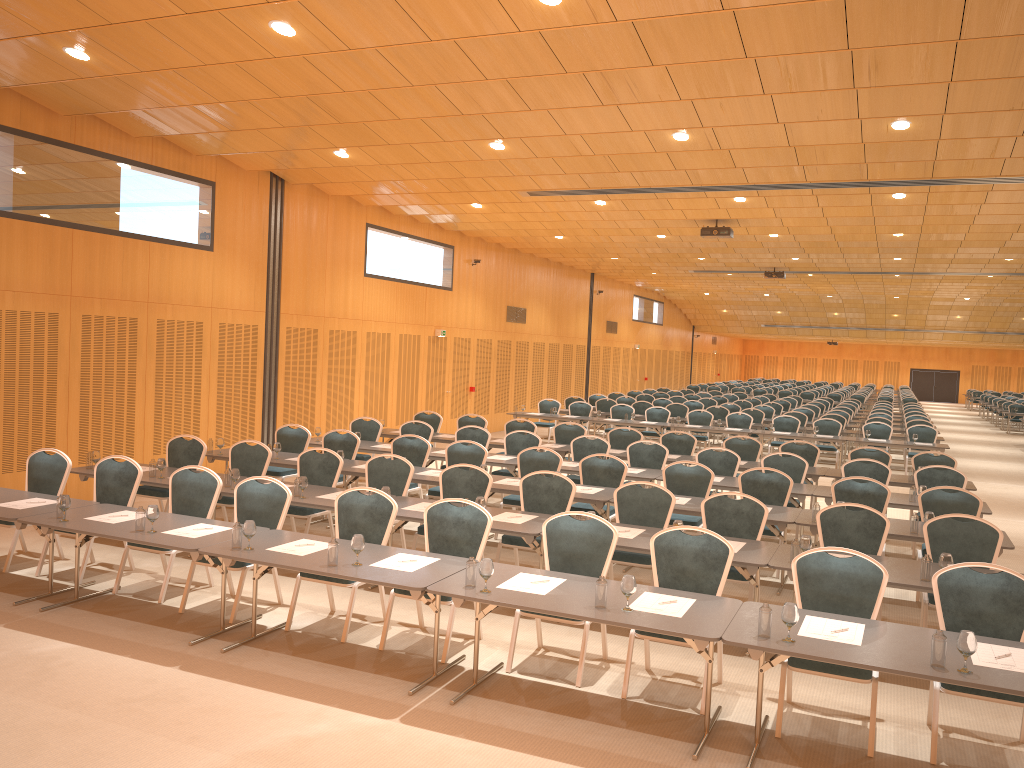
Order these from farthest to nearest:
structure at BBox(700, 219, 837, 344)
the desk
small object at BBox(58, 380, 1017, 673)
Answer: structure at BBox(700, 219, 837, 344) < the desk < small object at BBox(58, 380, 1017, 673)

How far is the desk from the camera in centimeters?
482cm

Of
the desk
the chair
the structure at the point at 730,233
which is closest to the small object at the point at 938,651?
the desk

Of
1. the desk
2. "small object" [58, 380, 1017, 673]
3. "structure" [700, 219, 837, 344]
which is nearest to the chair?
the desk

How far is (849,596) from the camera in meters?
5.9

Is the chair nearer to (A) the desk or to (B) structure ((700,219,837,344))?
(A) the desk

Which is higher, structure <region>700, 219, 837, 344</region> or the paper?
structure <region>700, 219, 837, 344</region>

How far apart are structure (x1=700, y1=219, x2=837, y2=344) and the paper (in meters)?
9.36

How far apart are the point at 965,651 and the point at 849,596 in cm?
130

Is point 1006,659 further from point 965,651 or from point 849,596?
point 849,596
